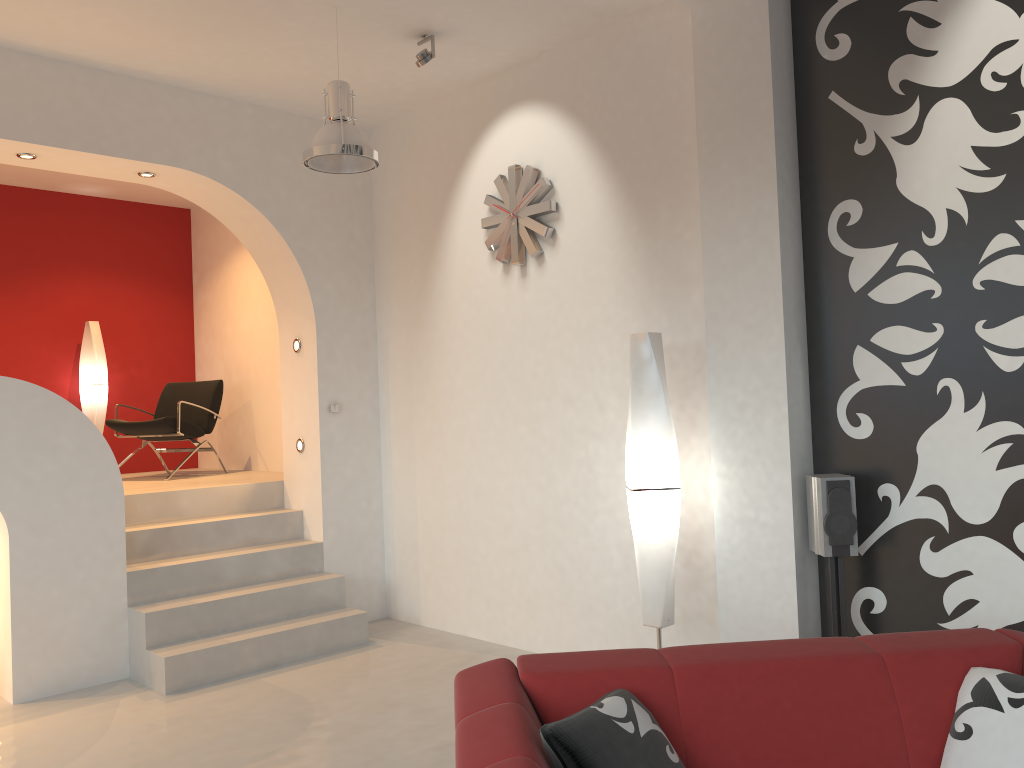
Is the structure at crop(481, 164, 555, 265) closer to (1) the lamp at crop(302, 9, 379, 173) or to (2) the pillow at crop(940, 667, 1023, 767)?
(1) the lamp at crop(302, 9, 379, 173)

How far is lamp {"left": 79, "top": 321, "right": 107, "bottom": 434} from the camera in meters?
7.6

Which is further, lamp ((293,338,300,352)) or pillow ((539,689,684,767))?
lamp ((293,338,300,352))

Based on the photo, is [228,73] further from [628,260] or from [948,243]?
[948,243]

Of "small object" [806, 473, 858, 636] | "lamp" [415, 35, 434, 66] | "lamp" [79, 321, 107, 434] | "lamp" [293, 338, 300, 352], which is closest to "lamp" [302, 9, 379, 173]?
"lamp" [415, 35, 434, 66]

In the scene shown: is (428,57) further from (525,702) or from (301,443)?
(525,702)

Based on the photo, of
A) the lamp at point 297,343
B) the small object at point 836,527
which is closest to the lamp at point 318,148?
the lamp at point 297,343

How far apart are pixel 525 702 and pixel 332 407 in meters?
4.0

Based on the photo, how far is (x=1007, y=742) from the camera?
2.2m

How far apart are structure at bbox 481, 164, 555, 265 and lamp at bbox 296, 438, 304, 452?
1.96m
